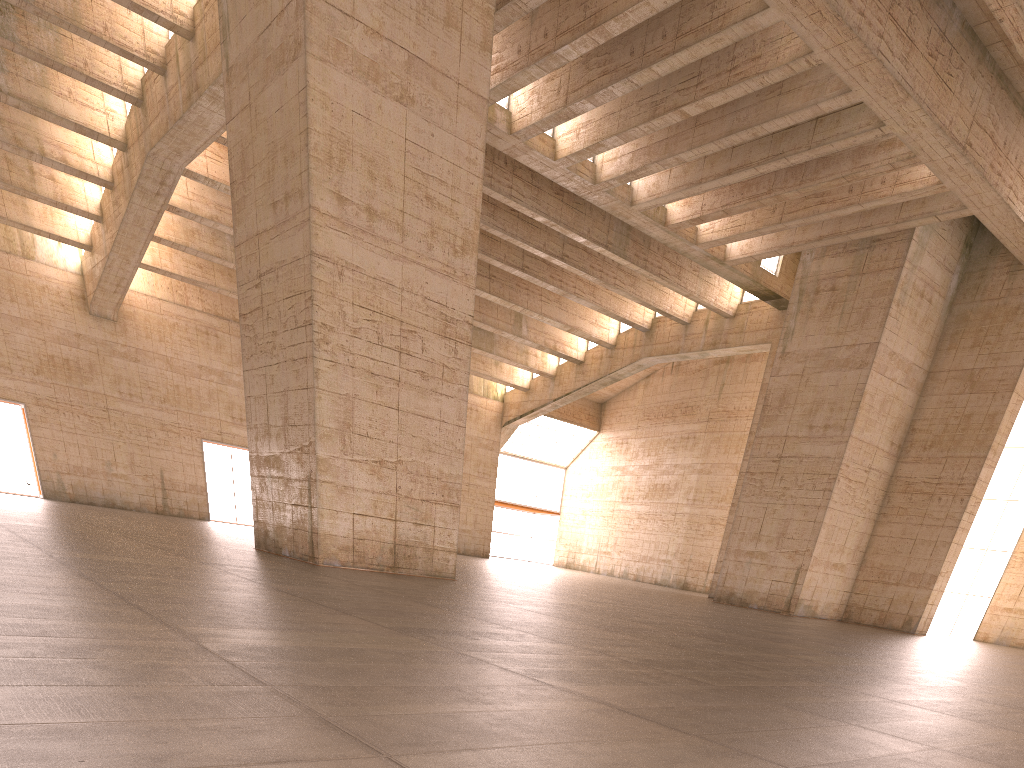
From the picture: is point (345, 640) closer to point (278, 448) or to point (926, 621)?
point (278, 448)
